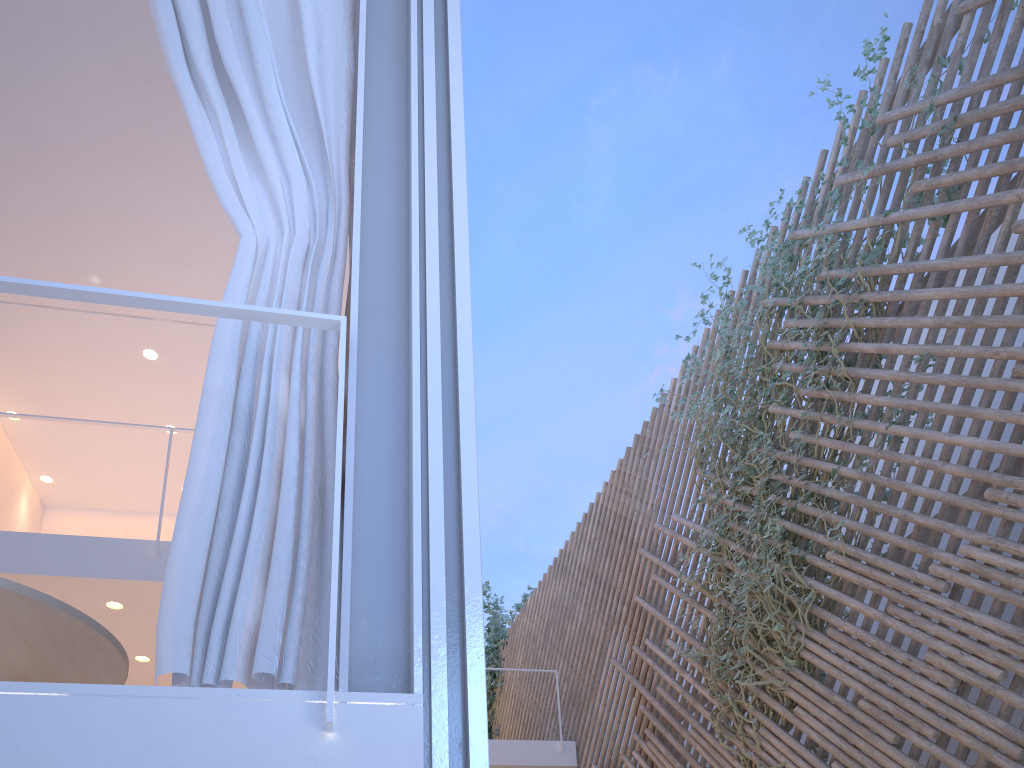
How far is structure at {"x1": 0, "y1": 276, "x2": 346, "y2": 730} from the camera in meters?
1.0 m

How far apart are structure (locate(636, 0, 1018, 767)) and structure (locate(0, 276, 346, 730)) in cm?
212

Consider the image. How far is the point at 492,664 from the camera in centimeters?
673cm

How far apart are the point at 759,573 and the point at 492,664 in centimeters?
418cm

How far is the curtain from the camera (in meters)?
0.97

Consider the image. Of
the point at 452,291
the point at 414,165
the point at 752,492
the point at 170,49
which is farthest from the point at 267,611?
the point at 752,492

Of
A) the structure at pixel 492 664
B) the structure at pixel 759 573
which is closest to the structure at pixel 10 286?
the structure at pixel 759 573

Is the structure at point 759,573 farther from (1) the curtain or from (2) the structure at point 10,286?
(2) the structure at point 10,286

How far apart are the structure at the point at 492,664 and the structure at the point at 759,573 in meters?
3.0 m

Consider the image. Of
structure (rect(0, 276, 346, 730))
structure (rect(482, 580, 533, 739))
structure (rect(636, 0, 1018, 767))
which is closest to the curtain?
structure (rect(0, 276, 346, 730))
